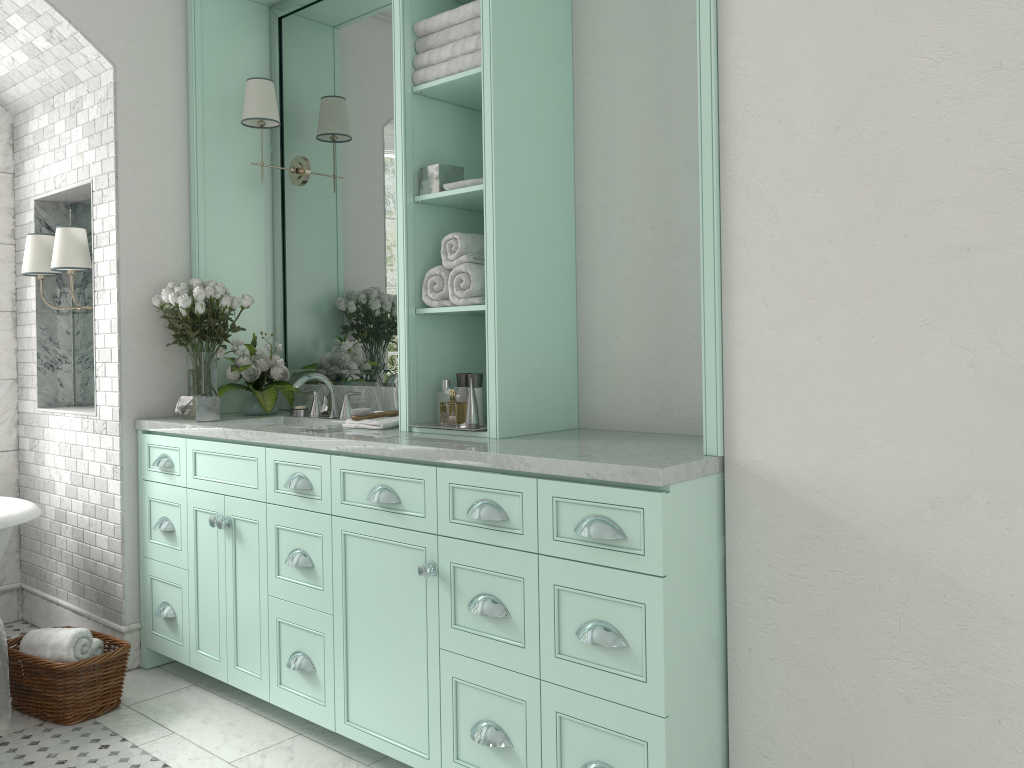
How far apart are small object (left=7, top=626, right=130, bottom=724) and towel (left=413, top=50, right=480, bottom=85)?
2.5m

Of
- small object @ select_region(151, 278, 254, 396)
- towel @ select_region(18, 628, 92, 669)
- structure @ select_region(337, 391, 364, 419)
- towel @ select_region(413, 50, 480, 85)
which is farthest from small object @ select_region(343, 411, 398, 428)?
towel @ select_region(18, 628, 92, 669)

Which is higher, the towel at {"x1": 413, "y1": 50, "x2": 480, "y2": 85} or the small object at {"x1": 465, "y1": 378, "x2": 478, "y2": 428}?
the towel at {"x1": 413, "y1": 50, "x2": 480, "y2": 85}

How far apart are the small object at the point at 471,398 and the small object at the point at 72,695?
1.8m

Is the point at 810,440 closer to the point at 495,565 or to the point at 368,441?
the point at 495,565

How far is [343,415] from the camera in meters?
3.9

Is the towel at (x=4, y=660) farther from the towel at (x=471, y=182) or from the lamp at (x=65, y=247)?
the towel at (x=471, y=182)

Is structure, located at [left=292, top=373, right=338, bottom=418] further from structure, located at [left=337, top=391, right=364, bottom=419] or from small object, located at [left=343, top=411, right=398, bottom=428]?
small object, located at [left=343, top=411, right=398, bottom=428]

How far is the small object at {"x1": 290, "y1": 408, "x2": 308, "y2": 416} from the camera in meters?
4.1

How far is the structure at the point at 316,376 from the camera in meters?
3.9
